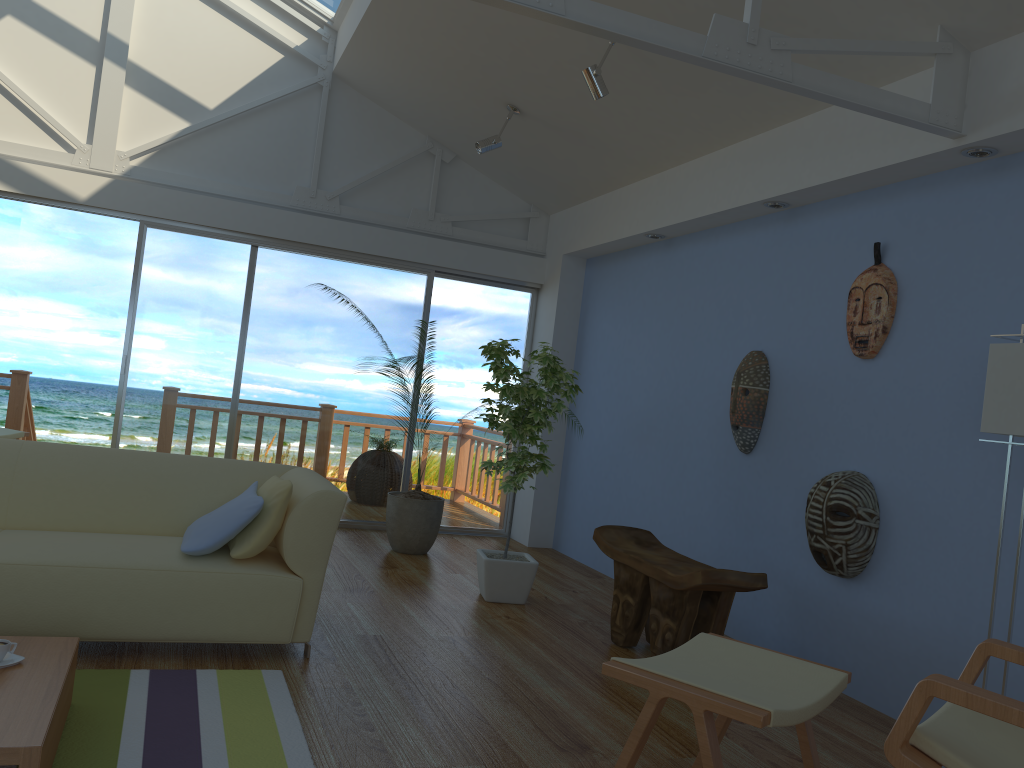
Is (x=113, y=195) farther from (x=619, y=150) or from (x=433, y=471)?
(x=619, y=150)

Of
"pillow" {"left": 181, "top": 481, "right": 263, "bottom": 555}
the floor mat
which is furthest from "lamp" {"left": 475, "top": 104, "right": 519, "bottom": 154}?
the floor mat

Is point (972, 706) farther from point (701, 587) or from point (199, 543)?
point (199, 543)

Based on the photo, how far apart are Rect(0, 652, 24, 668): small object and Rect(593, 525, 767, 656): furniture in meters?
2.4 m

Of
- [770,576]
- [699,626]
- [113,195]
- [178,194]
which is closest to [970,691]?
[699,626]

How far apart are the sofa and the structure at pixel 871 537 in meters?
2.0 m

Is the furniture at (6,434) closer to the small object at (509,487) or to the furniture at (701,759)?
the small object at (509,487)

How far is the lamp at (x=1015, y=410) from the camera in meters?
2.9

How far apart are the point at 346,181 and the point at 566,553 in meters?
3.1 m

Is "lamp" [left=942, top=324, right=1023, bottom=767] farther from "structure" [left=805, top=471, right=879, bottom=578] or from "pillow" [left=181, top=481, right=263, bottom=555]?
"pillow" [left=181, top=481, right=263, bottom=555]
